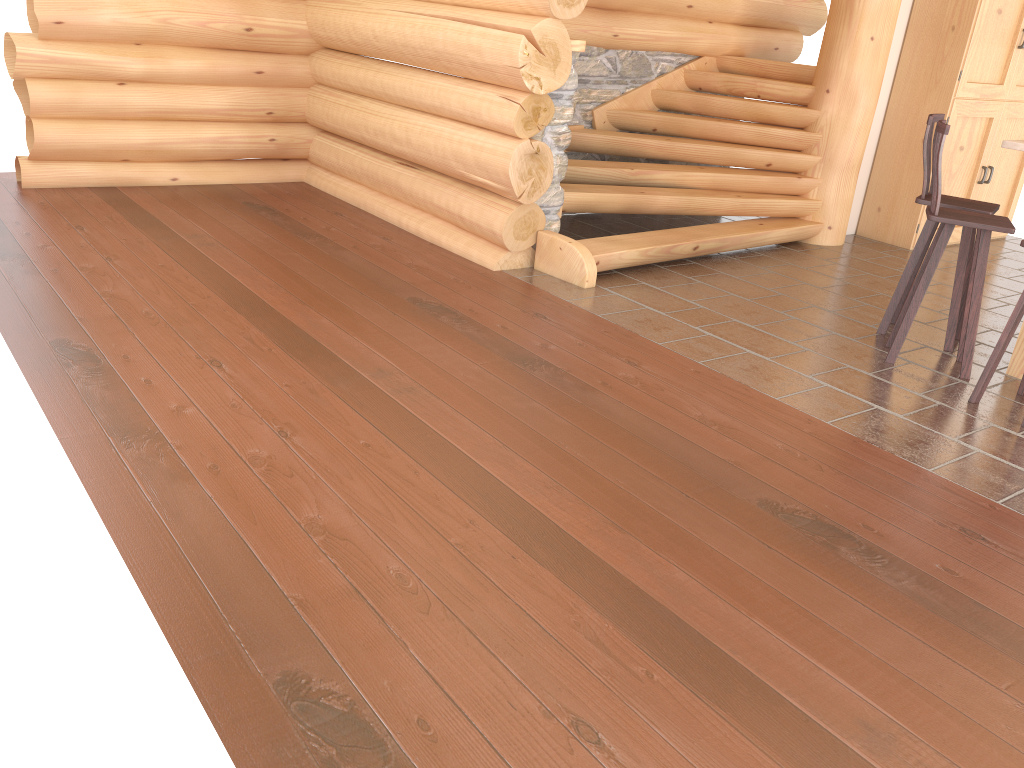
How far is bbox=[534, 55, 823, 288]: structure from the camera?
6.4m

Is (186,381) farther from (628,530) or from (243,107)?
(243,107)

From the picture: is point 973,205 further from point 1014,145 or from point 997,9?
point 997,9

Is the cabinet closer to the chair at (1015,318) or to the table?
the table

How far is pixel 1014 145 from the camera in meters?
4.7 m

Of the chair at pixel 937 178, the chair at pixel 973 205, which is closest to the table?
the chair at pixel 937 178

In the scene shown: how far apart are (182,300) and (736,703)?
3.7m

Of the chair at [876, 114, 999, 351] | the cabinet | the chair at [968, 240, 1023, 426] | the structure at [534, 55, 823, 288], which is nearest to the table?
the chair at [876, 114, 999, 351]

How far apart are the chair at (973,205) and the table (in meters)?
0.38

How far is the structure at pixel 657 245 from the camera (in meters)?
6.36
